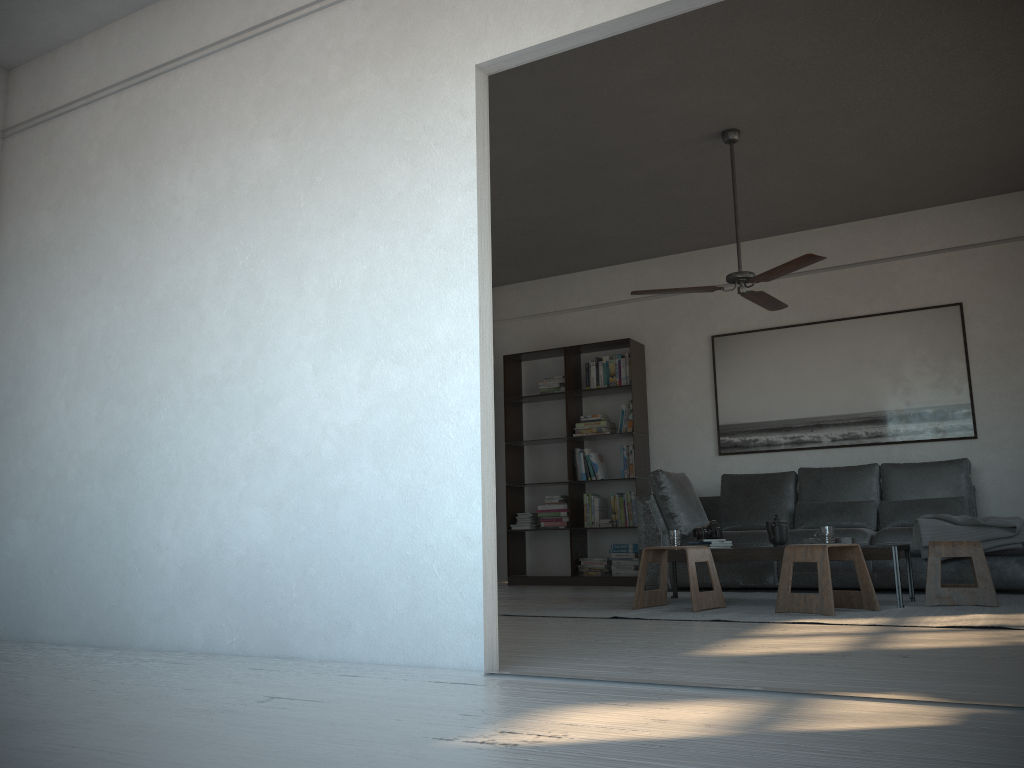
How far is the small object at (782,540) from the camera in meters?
5.2

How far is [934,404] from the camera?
6.7 meters

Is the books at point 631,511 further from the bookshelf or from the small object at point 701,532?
the small object at point 701,532

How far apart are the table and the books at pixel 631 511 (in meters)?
2.25

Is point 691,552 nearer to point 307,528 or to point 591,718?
point 307,528

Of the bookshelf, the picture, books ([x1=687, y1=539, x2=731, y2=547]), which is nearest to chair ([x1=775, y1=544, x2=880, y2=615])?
books ([x1=687, y1=539, x2=731, y2=547])

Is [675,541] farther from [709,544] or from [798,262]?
[798,262]

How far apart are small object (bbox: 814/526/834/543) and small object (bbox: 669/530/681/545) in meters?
0.9 m

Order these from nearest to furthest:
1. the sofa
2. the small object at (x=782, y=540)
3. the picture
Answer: the small object at (x=782, y=540)
the sofa
the picture

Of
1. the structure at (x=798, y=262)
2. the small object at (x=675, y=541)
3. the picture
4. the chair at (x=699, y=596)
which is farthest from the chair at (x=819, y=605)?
the picture
